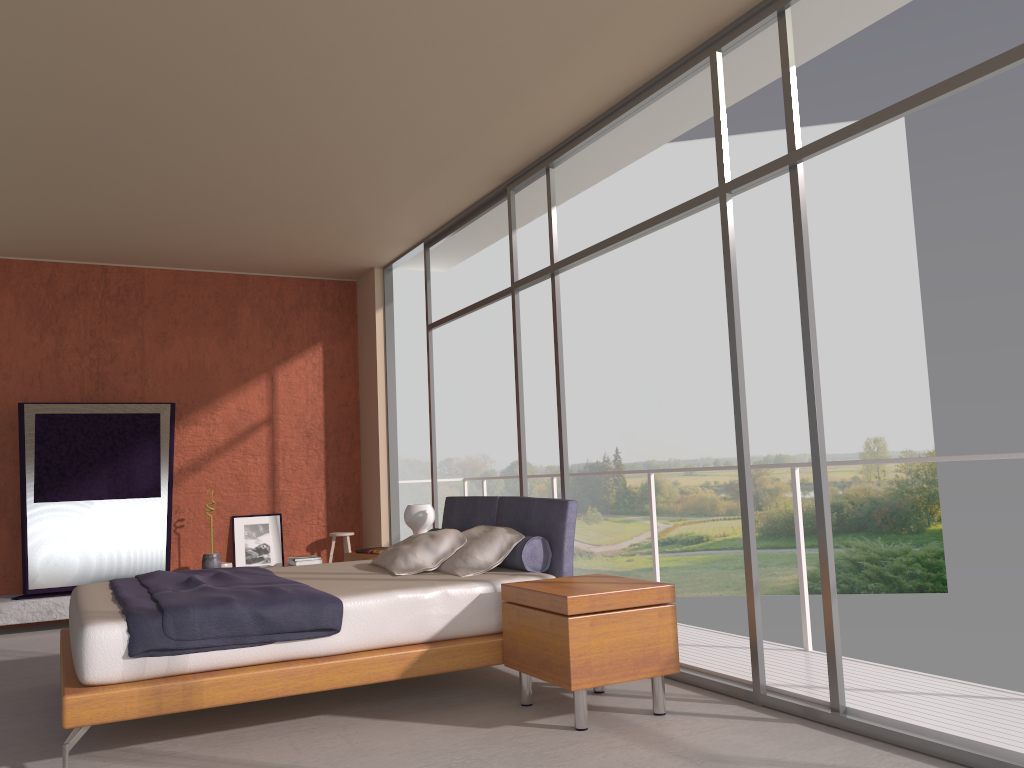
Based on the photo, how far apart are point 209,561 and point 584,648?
5.04m

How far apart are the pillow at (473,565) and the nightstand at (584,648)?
0.43m

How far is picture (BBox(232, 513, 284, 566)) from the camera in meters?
8.2

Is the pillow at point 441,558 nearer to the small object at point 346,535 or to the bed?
the bed

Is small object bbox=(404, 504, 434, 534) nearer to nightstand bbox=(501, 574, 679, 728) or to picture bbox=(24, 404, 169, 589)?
nightstand bbox=(501, 574, 679, 728)

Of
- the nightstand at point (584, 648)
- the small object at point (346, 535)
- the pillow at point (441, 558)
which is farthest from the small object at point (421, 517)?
the small object at point (346, 535)

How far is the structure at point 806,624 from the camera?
4.8 meters

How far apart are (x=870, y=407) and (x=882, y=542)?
3.5 meters

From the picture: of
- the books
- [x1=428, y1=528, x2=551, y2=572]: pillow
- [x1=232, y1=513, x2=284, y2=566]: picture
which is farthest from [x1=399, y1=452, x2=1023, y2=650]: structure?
[x1=232, y1=513, x2=284, y2=566]: picture

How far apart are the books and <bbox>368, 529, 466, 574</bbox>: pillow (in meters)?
1.05
